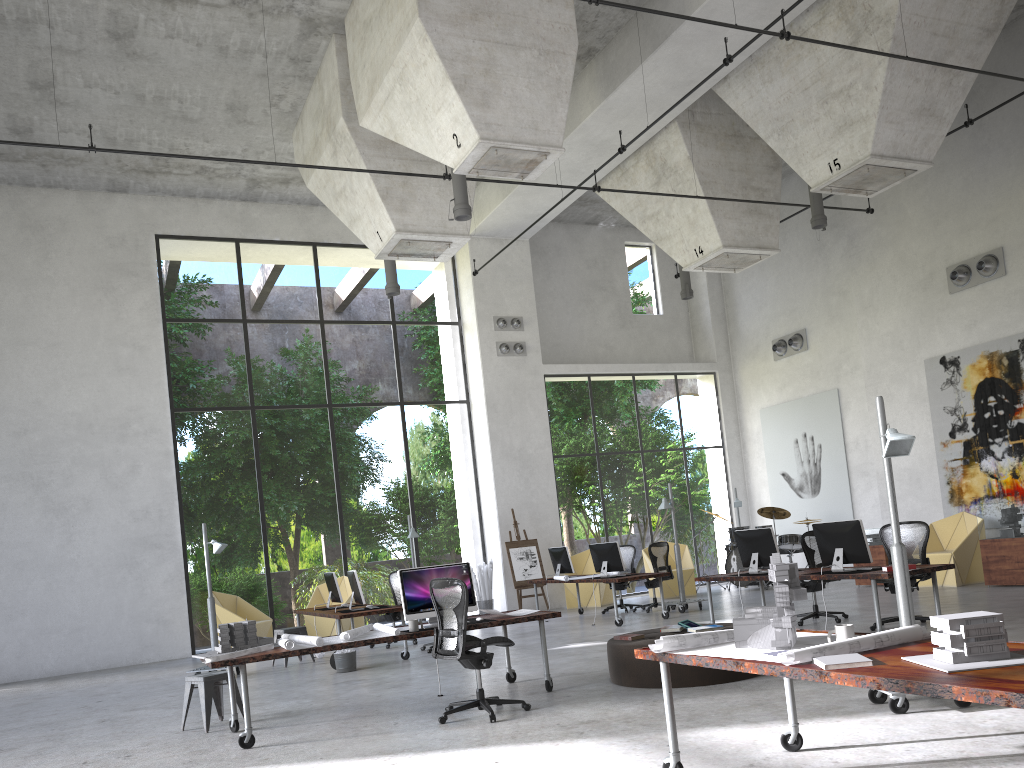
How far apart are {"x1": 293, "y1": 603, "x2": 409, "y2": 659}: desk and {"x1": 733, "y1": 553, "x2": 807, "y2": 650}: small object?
7.5 meters

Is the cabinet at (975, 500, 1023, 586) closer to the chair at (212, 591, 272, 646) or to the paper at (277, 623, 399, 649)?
the paper at (277, 623, 399, 649)

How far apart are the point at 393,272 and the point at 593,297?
7.65m

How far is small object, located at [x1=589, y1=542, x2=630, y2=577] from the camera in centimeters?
1362cm

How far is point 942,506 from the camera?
15.16m

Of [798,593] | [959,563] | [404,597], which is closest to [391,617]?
[404,597]

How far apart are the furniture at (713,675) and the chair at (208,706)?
3.5 meters

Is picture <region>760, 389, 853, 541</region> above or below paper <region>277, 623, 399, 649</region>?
above

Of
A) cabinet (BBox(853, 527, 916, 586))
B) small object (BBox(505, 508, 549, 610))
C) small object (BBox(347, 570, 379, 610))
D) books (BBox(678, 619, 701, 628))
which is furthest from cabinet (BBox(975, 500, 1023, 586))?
small object (BBox(347, 570, 379, 610))

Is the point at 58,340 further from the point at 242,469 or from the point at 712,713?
the point at 242,469
